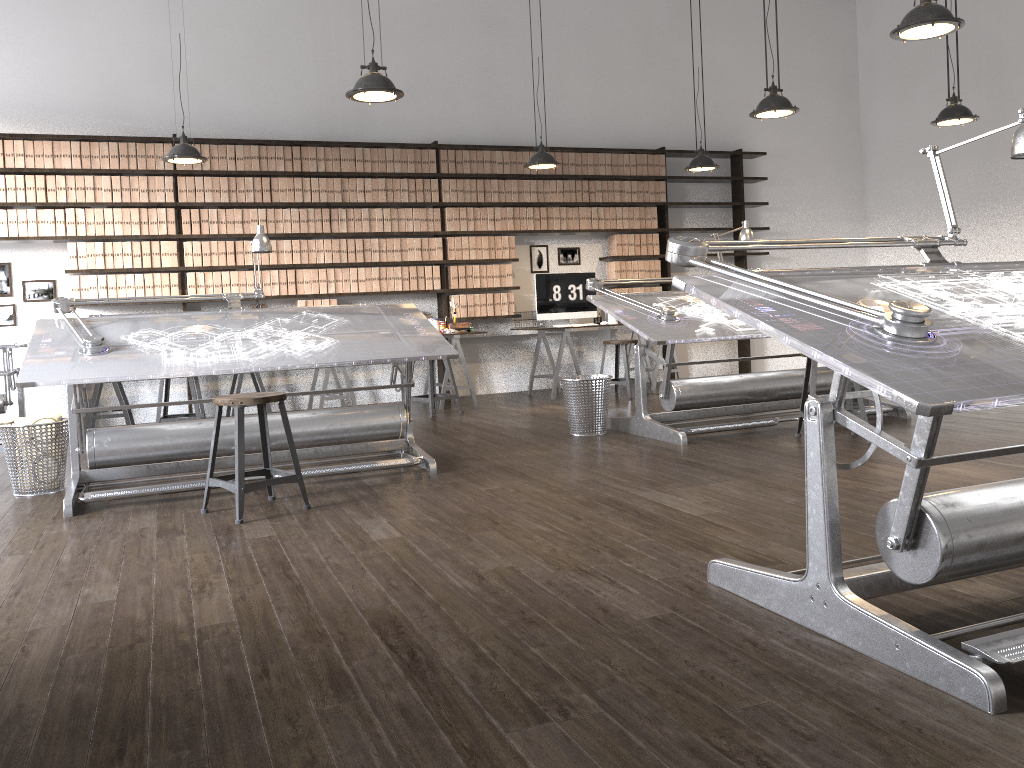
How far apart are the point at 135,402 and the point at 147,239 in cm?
145

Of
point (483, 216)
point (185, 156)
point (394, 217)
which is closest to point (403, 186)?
point (394, 217)

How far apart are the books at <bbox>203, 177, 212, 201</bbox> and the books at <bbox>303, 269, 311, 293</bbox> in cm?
102

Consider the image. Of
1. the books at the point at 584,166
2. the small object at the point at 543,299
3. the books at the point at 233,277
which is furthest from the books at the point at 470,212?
the books at the point at 233,277

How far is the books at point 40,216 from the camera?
7.09m

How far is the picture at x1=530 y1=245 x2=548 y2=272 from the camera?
8.9m

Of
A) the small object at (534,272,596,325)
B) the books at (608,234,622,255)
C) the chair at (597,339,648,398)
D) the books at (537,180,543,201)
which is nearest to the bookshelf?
the books at (537,180,543,201)

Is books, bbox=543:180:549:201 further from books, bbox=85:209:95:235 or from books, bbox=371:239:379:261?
books, bbox=85:209:95:235

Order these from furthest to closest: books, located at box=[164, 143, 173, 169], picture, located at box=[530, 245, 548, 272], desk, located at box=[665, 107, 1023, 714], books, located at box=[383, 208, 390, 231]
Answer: picture, located at box=[530, 245, 548, 272] < books, located at box=[383, 208, 390, 231] < books, located at box=[164, 143, 173, 169] < desk, located at box=[665, 107, 1023, 714]

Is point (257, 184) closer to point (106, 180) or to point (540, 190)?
point (106, 180)
